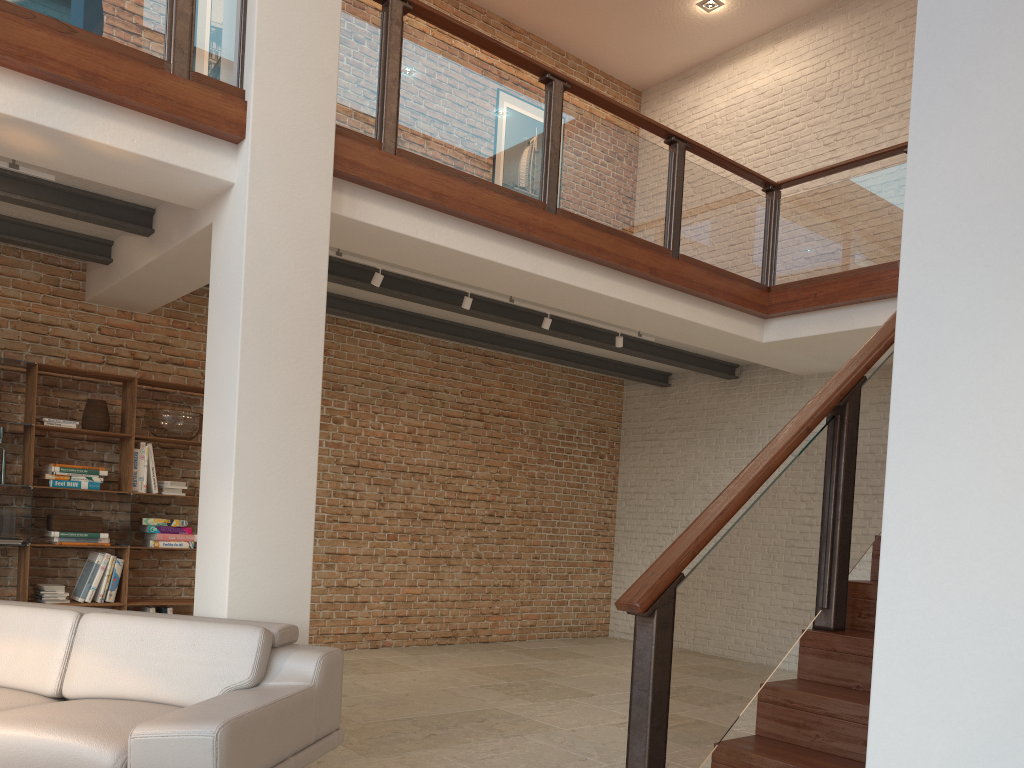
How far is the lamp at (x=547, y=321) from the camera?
6.7m

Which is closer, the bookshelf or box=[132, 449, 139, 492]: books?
the bookshelf

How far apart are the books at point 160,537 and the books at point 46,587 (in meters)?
Result: 0.72

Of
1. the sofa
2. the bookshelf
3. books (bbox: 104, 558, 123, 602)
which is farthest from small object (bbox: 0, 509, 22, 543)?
the sofa

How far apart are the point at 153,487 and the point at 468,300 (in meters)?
2.78

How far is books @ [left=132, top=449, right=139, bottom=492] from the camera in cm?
648

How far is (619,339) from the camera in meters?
7.2 m

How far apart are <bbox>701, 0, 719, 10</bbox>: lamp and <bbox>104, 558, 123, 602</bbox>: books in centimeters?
761cm

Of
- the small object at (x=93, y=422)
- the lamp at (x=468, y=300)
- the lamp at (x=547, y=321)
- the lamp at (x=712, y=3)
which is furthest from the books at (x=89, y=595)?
the lamp at (x=712, y=3)

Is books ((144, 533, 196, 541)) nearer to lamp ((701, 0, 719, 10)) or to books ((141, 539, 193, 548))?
books ((141, 539, 193, 548))
